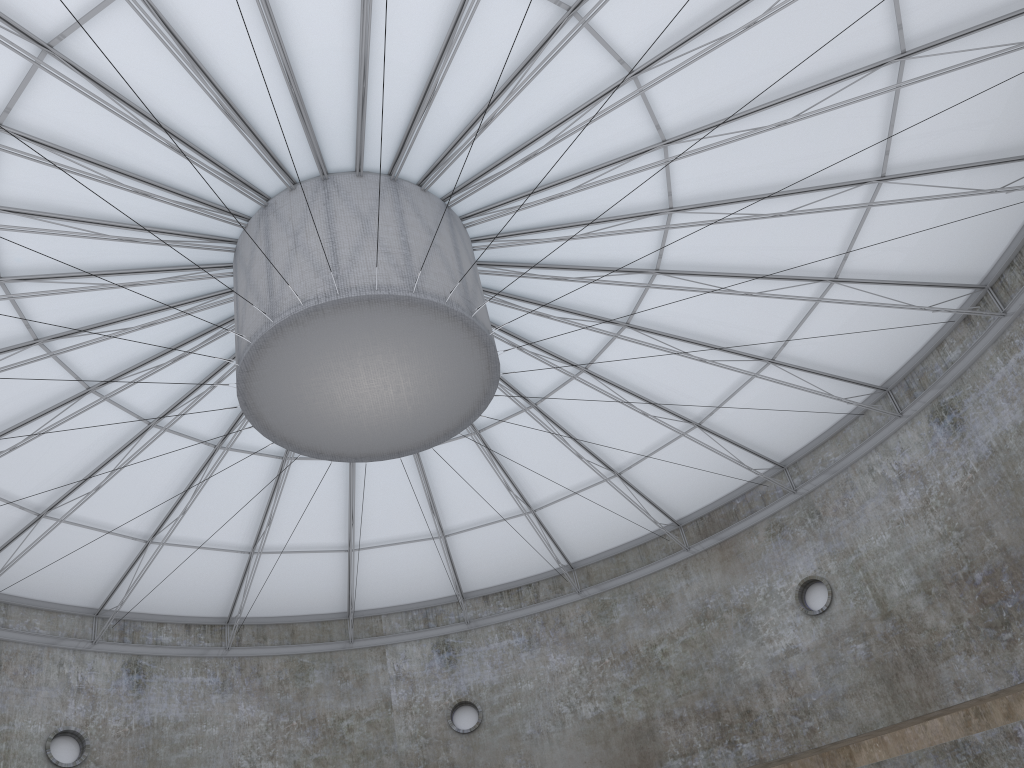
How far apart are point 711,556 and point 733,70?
21.94m
